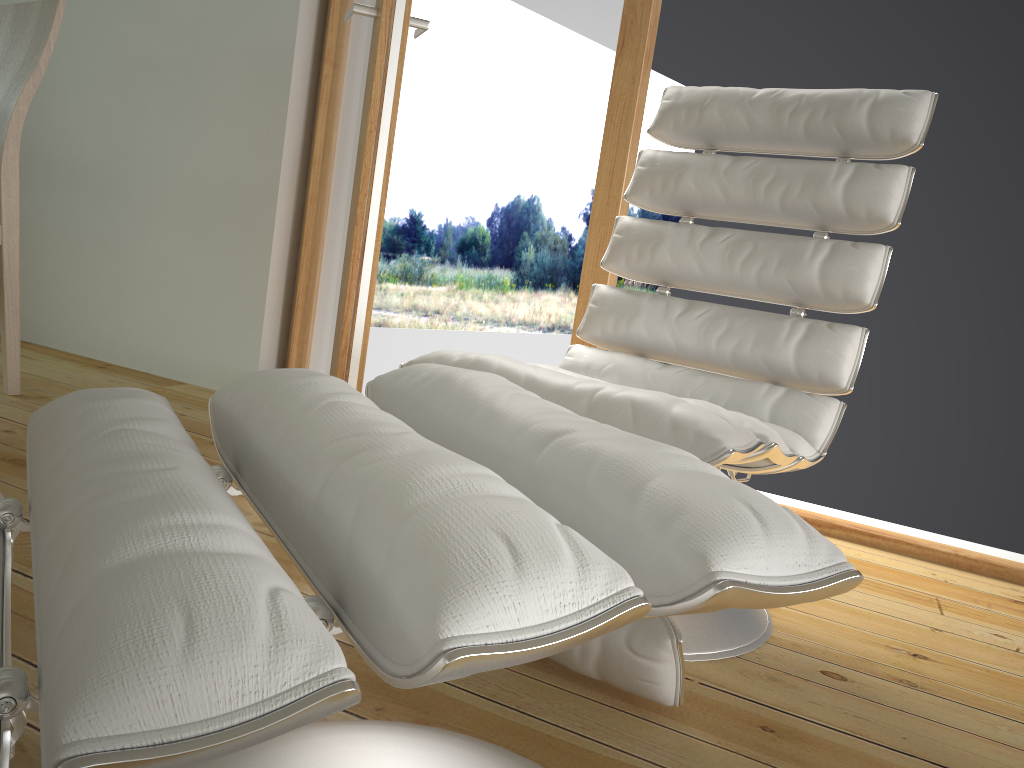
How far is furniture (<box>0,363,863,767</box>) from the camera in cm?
38

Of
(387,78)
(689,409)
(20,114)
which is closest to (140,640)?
(689,409)

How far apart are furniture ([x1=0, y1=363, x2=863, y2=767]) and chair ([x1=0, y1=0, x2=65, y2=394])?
1.7m

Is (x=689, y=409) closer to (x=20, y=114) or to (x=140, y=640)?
(x=140, y=640)

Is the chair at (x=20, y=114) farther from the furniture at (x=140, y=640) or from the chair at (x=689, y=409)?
the furniture at (x=140, y=640)

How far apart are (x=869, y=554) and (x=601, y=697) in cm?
110

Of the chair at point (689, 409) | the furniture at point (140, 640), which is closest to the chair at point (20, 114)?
the chair at point (689, 409)

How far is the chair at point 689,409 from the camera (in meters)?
1.18

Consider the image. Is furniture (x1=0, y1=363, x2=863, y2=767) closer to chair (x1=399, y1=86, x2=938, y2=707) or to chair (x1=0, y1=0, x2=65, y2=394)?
chair (x1=399, y1=86, x2=938, y2=707)

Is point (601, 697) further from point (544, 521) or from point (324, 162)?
point (324, 162)
